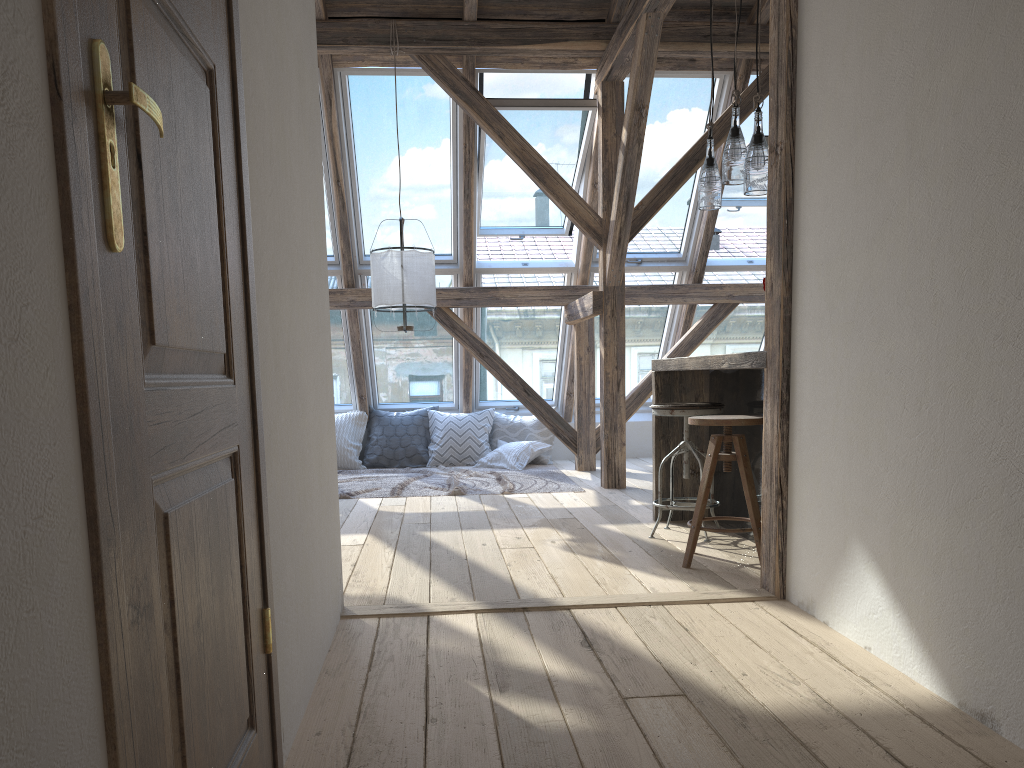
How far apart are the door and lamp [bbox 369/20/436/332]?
3.9m

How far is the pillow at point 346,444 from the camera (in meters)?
7.57

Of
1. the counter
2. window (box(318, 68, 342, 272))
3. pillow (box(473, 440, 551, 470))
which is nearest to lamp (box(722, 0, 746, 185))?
the counter

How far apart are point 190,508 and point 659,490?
3.21m

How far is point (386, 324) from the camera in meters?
7.5 m

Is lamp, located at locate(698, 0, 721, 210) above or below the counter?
above

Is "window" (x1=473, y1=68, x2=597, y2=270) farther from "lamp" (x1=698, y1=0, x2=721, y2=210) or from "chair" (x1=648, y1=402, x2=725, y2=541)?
"chair" (x1=648, y1=402, x2=725, y2=541)

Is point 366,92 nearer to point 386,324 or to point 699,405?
point 386,324

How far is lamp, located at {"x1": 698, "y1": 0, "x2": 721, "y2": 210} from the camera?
4.13m

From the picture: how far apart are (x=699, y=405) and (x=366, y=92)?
3.6m
